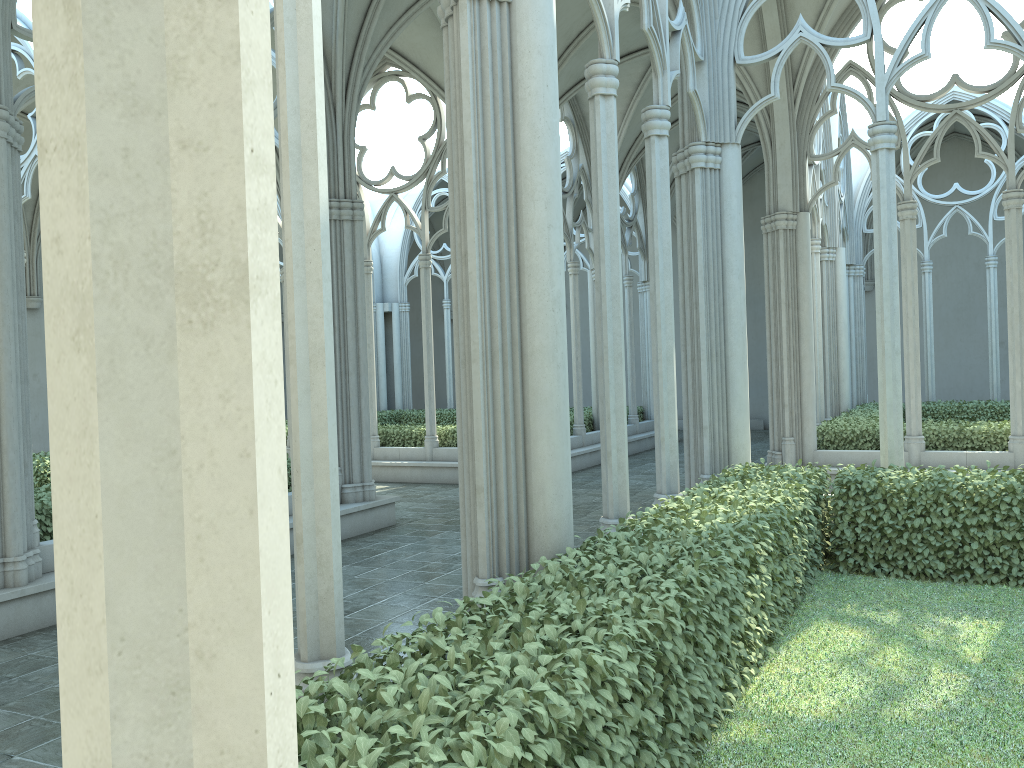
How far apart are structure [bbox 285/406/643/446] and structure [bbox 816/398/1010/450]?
5.28m

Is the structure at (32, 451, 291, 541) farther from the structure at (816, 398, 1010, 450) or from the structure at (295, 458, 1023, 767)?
the structure at (816, 398, 1010, 450)

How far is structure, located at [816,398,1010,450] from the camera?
12.3m

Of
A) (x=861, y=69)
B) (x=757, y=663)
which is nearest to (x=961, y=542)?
(x=757, y=663)

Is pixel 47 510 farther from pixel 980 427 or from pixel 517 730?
pixel 980 427

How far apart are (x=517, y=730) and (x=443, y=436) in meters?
13.8 m

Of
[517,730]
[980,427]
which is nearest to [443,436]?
[980,427]

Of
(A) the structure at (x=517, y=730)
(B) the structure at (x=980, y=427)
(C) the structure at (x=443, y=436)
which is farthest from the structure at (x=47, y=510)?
(B) the structure at (x=980, y=427)

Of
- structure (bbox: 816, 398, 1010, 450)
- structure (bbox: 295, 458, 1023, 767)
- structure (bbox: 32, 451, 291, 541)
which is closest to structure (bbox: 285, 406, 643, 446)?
structure (bbox: 816, 398, 1010, 450)

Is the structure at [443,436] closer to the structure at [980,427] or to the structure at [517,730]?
the structure at [980,427]
